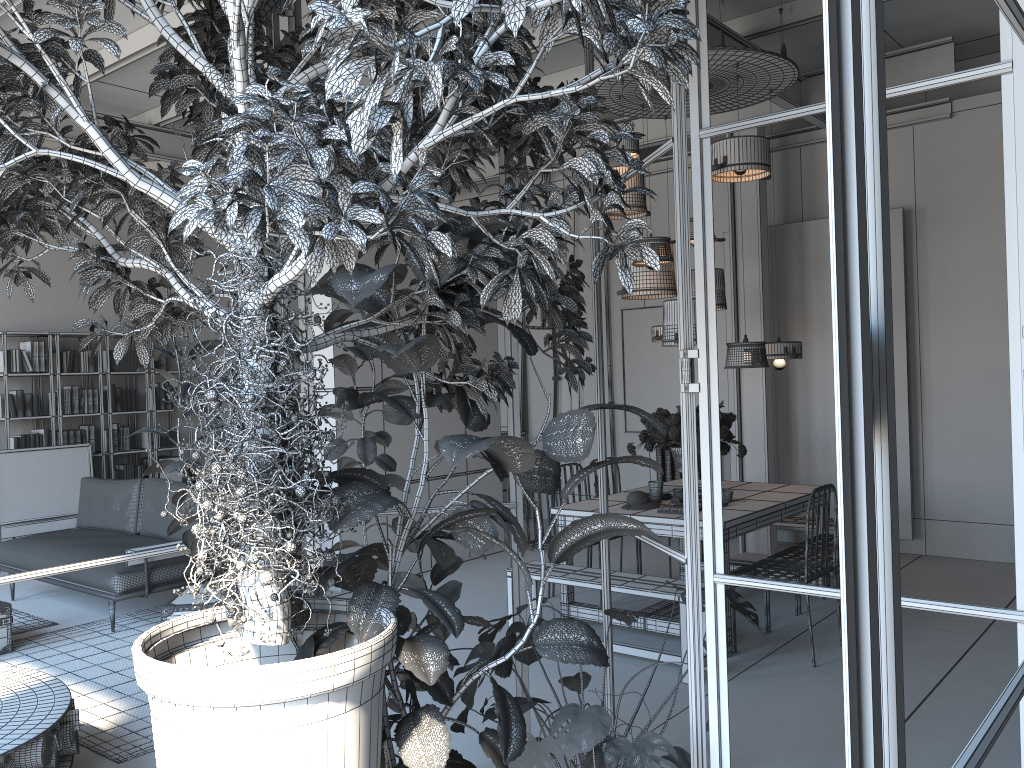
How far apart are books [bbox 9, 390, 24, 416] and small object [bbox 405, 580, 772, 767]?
7.6 meters

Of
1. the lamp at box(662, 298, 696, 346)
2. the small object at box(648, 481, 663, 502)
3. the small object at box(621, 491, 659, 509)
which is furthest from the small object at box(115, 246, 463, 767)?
the small object at box(648, 481, 663, 502)

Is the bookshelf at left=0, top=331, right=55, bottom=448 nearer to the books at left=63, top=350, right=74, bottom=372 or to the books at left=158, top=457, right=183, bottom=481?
the books at left=63, top=350, right=74, bottom=372

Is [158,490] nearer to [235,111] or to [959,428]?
A: [235,111]

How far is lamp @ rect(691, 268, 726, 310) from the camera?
6.6m

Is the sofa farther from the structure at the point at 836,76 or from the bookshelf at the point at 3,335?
the structure at the point at 836,76

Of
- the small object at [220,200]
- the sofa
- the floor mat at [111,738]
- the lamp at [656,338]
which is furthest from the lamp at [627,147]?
the floor mat at [111,738]

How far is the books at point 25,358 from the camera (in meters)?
8.71

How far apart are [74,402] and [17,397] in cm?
55

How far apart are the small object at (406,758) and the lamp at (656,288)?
3.91m
